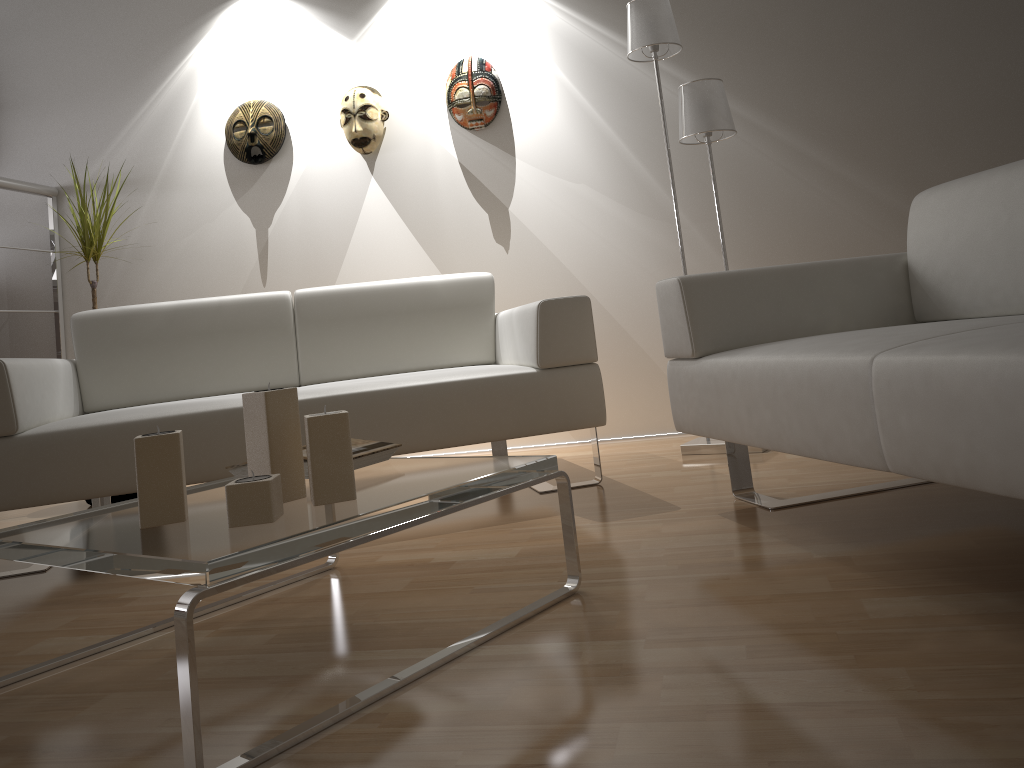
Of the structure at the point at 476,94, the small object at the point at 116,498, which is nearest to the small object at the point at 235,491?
the small object at the point at 116,498

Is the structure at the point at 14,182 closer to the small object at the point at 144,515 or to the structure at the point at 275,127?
the structure at the point at 275,127

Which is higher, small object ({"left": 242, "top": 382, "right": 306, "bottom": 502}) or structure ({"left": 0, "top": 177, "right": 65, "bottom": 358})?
structure ({"left": 0, "top": 177, "right": 65, "bottom": 358})

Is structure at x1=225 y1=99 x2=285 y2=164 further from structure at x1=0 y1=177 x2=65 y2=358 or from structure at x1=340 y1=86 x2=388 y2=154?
structure at x1=0 y1=177 x2=65 y2=358

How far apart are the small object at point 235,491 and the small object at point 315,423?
0.07m

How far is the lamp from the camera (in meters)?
2.98

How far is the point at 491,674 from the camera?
1.3 meters

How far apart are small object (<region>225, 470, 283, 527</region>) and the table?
0.01m

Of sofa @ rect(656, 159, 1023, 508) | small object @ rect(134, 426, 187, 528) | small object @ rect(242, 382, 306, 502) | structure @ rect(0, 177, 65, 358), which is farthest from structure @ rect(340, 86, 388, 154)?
small object @ rect(134, 426, 187, 528)

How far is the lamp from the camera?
3.0 meters
